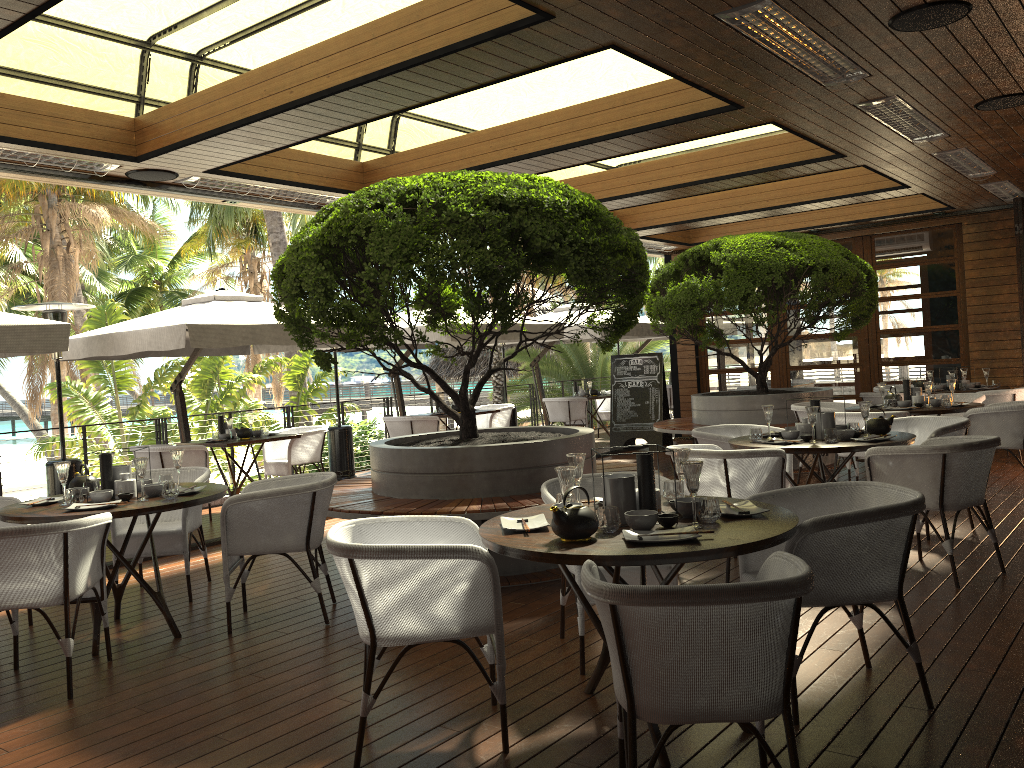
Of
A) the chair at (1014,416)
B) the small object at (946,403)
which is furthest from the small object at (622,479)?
the small object at (946,403)

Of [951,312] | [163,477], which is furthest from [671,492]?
[951,312]

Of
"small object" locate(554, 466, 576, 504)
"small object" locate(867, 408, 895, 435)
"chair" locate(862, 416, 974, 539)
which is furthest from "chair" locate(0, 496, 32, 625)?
"chair" locate(862, 416, 974, 539)

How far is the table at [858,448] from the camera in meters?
5.3

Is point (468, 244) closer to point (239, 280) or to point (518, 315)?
point (518, 315)

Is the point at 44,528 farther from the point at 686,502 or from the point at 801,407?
the point at 801,407

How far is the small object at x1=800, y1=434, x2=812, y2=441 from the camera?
5.63m

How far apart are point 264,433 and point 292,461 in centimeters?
45cm

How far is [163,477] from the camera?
5.1 meters

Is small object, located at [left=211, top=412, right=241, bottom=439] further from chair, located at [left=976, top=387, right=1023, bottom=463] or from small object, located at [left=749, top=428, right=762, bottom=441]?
chair, located at [left=976, top=387, right=1023, bottom=463]
